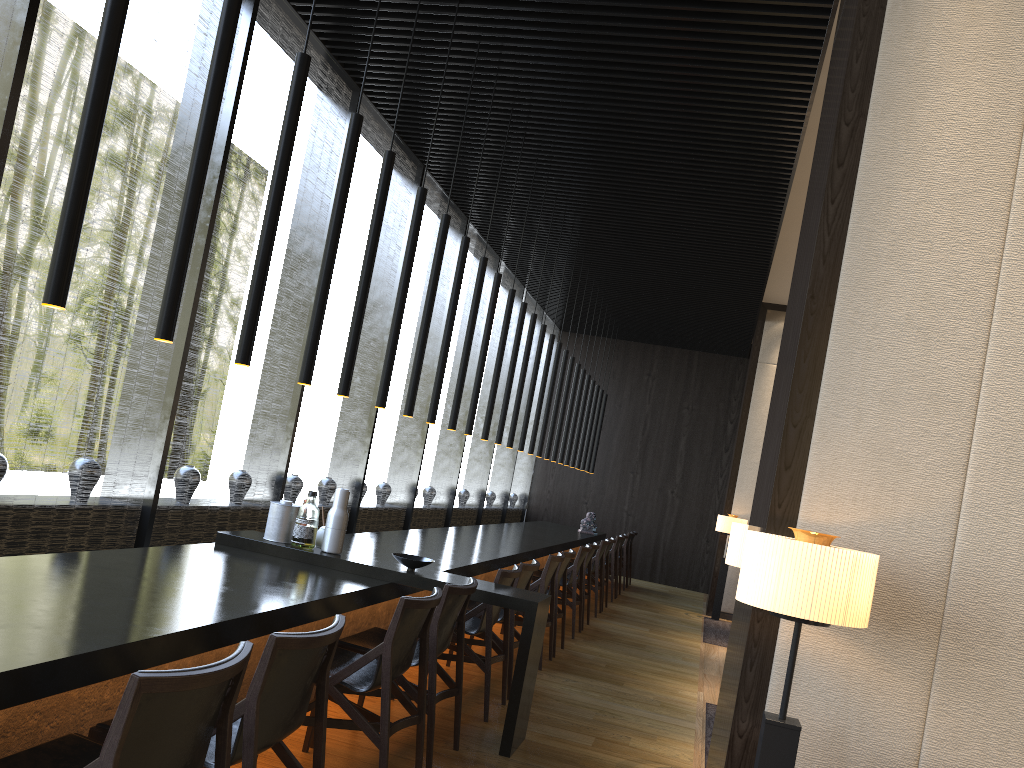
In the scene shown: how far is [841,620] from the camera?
2.4m

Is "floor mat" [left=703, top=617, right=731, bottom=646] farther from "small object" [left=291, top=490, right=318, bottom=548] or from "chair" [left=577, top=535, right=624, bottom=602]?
"small object" [left=291, top=490, right=318, bottom=548]

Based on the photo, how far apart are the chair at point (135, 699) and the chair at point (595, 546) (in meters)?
6.55

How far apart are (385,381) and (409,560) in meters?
1.0

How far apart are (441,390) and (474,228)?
4.4m

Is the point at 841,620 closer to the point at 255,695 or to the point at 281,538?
the point at 255,695

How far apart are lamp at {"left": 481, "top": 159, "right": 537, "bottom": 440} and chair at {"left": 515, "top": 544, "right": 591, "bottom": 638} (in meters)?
1.50

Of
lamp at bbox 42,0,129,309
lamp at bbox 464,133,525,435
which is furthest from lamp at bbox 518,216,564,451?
lamp at bbox 42,0,129,309

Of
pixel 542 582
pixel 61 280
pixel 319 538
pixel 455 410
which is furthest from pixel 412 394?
pixel 61 280

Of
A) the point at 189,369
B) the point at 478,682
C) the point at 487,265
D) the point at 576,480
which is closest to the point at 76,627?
the point at 189,369
